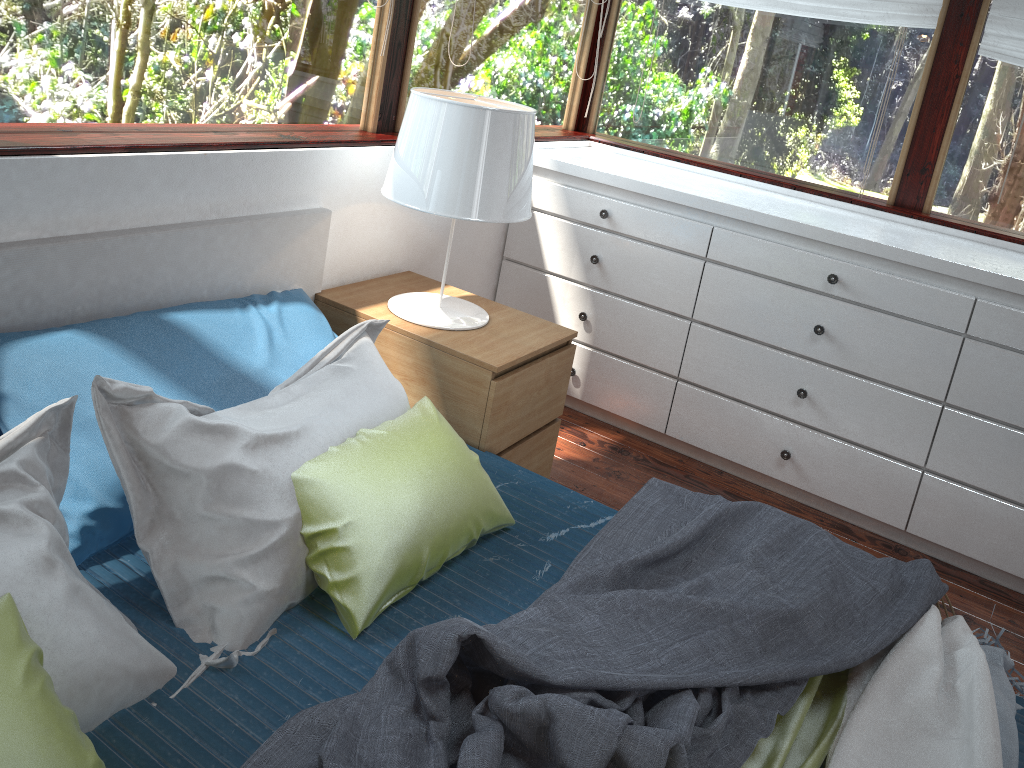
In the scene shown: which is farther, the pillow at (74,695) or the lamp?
the lamp

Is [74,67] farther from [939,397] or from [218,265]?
[939,397]

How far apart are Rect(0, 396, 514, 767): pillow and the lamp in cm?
42

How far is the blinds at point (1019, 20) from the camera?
2.75m

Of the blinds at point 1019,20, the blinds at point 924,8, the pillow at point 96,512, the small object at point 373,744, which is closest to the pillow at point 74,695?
the pillow at point 96,512

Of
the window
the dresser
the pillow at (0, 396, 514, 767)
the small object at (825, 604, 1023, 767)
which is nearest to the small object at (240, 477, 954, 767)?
the small object at (825, 604, 1023, 767)

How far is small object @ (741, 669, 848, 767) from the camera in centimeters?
134cm

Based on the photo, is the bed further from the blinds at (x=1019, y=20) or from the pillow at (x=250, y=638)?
the blinds at (x=1019, y=20)

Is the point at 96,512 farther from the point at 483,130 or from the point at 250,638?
the point at 483,130

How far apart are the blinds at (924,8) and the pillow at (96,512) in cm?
201
